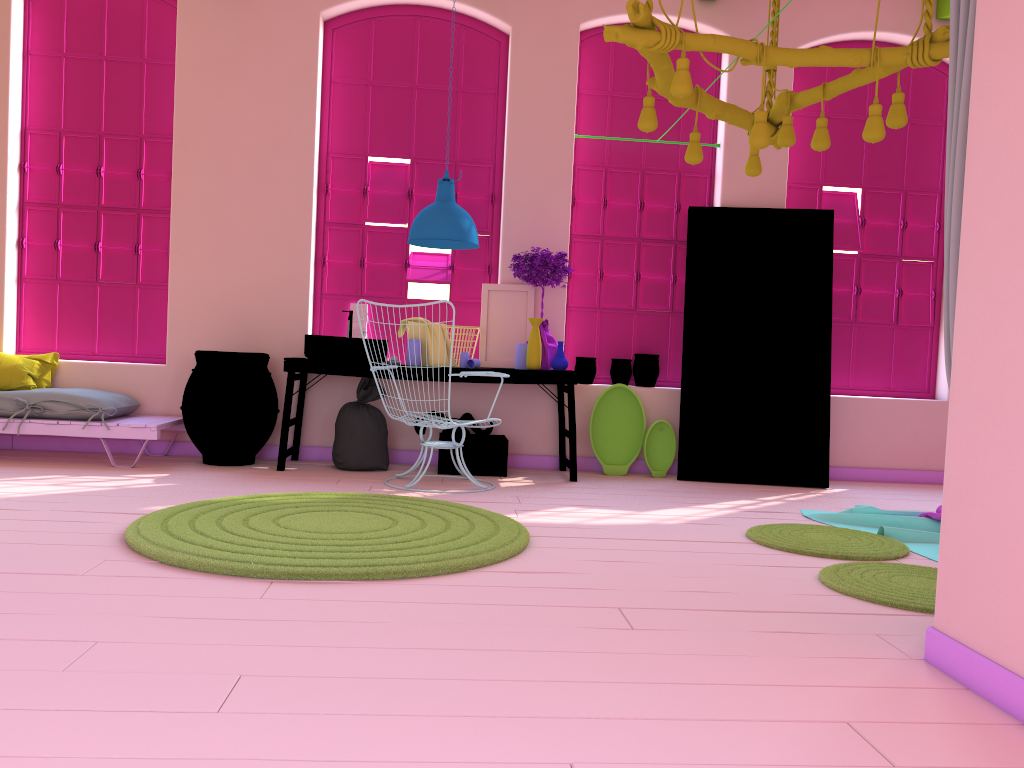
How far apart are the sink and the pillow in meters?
2.0 m

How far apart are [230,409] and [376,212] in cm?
201

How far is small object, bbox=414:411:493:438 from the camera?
6.7m

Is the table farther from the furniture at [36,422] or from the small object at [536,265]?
the furniture at [36,422]

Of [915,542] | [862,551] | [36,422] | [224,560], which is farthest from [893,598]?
[36,422]

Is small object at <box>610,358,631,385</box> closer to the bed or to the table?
the table

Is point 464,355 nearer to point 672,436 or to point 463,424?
point 463,424

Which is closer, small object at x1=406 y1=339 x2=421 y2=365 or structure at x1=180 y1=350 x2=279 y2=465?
structure at x1=180 y1=350 x2=279 y2=465

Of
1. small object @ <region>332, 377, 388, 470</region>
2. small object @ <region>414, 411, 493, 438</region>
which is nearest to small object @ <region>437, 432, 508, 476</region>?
small object @ <region>414, 411, 493, 438</region>

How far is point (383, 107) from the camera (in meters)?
7.22
